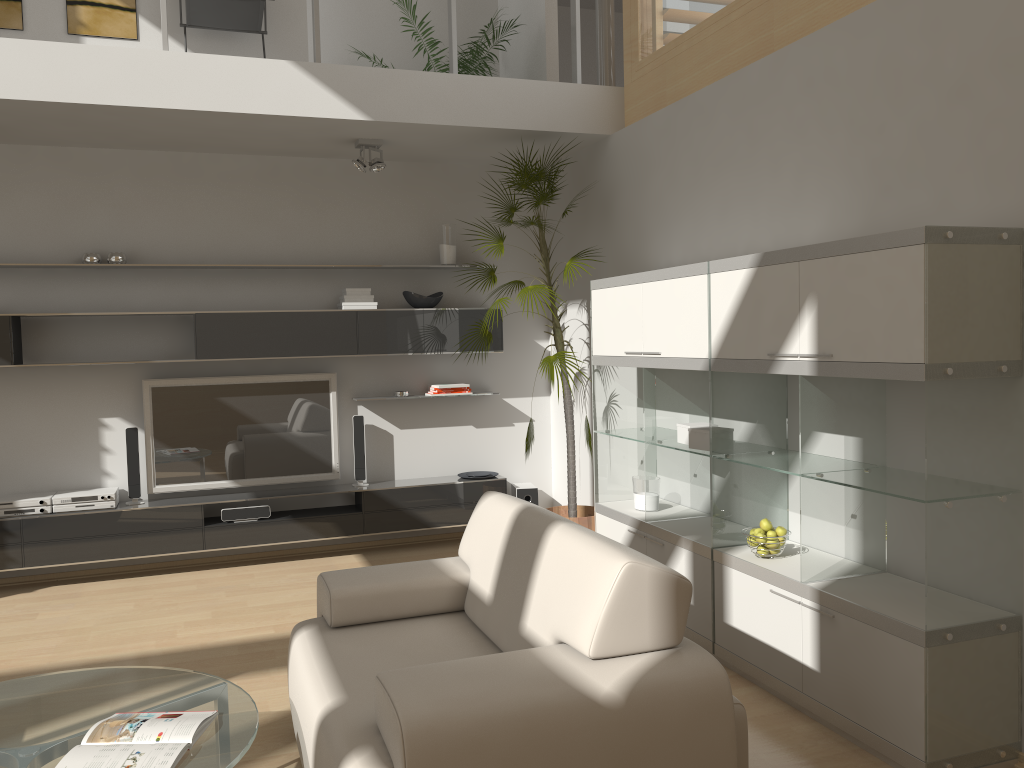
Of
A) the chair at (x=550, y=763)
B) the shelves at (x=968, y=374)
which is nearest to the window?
the shelves at (x=968, y=374)

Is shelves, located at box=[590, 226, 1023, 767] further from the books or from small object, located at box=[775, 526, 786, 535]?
the books

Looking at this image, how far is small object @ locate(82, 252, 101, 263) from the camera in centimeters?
546cm

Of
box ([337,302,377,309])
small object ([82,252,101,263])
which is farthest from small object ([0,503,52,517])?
box ([337,302,377,309])

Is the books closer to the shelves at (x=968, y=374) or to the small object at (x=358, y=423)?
the shelves at (x=968, y=374)

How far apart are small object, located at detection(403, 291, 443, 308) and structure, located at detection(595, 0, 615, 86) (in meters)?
1.78

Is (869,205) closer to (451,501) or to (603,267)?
(603,267)

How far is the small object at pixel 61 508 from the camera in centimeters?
534cm

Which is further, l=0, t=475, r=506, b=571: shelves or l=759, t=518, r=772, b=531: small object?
l=0, t=475, r=506, b=571: shelves

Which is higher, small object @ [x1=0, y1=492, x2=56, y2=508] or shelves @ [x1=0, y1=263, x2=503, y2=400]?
shelves @ [x1=0, y1=263, x2=503, y2=400]
